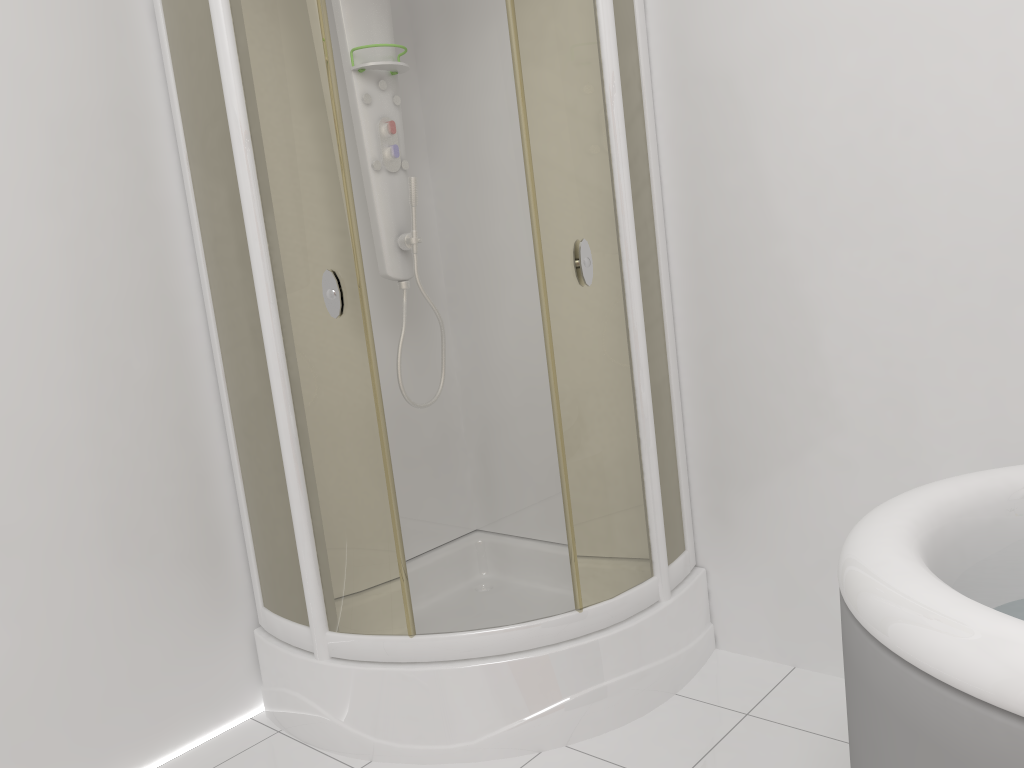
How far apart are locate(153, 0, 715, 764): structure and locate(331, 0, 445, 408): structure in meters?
0.2

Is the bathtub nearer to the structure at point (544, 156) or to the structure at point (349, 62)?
the structure at point (544, 156)

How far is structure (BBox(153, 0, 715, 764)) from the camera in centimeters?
198cm

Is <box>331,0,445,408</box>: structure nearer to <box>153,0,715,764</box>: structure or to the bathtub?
<box>153,0,715,764</box>: structure

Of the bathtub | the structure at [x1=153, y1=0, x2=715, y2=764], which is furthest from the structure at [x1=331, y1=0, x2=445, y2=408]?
the bathtub

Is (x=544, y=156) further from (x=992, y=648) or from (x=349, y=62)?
(x=992, y=648)

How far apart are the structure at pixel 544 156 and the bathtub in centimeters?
71cm

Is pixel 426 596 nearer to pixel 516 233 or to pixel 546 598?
pixel 546 598

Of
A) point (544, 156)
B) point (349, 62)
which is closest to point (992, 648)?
point (544, 156)

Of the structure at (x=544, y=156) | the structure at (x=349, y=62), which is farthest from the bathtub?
the structure at (x=349, y=62)
